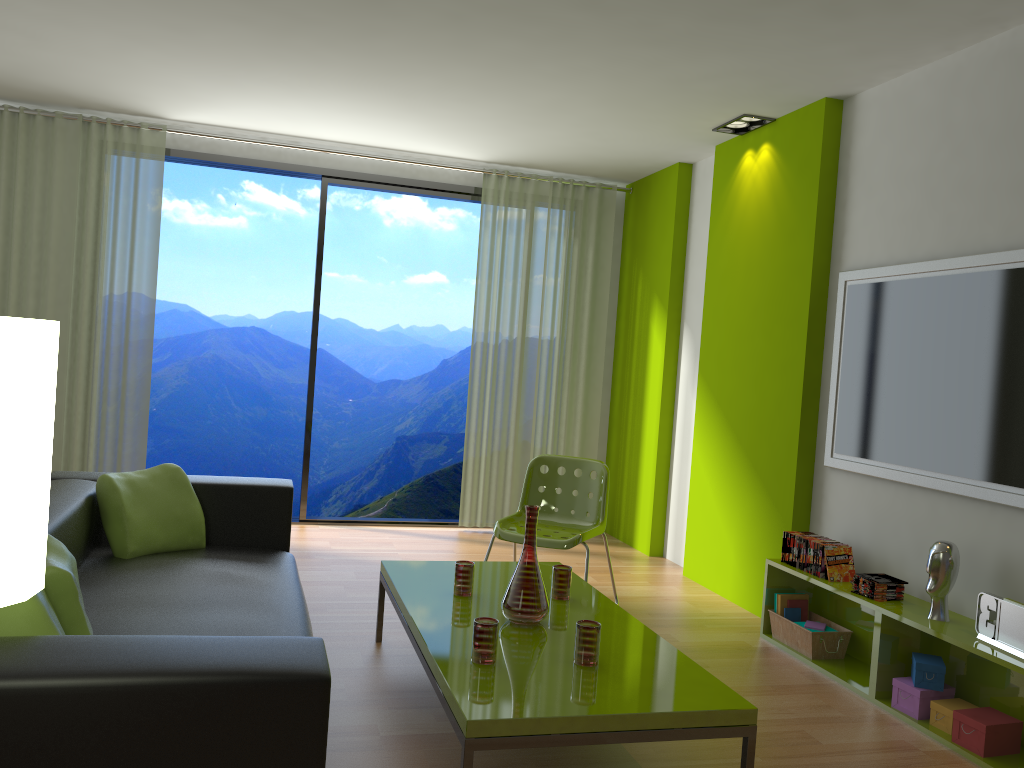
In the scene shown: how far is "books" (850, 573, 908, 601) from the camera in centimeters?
357cm

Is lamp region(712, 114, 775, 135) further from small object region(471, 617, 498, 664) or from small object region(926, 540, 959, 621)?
small object region(471, 617, 498, 664)

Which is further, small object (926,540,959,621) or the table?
small object (926,540,959,621)

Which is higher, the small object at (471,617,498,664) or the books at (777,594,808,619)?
the small object at (471,617,498,664)

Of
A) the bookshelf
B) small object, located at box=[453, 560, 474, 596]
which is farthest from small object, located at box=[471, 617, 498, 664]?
the bookshelf

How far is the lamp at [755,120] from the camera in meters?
4.9

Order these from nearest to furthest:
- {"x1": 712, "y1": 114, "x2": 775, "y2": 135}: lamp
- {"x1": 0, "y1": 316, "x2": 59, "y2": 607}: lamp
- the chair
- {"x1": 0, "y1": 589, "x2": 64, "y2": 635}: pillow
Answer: {"x1": 0, "y1": 316, "x2": 59, "y2": 607}: lamp < {"x1": 0, "y1": 589, "x2": 64, "y2": 635}: pillow < the chair < {"x1": 712, "y1": 114, "x2": 775, "y2": 135}: lamp

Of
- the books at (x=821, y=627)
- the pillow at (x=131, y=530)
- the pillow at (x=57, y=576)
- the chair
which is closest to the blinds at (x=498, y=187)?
the chair

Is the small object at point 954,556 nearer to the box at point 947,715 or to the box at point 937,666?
the box at point 937,666

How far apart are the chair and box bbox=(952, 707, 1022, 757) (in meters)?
1.69
